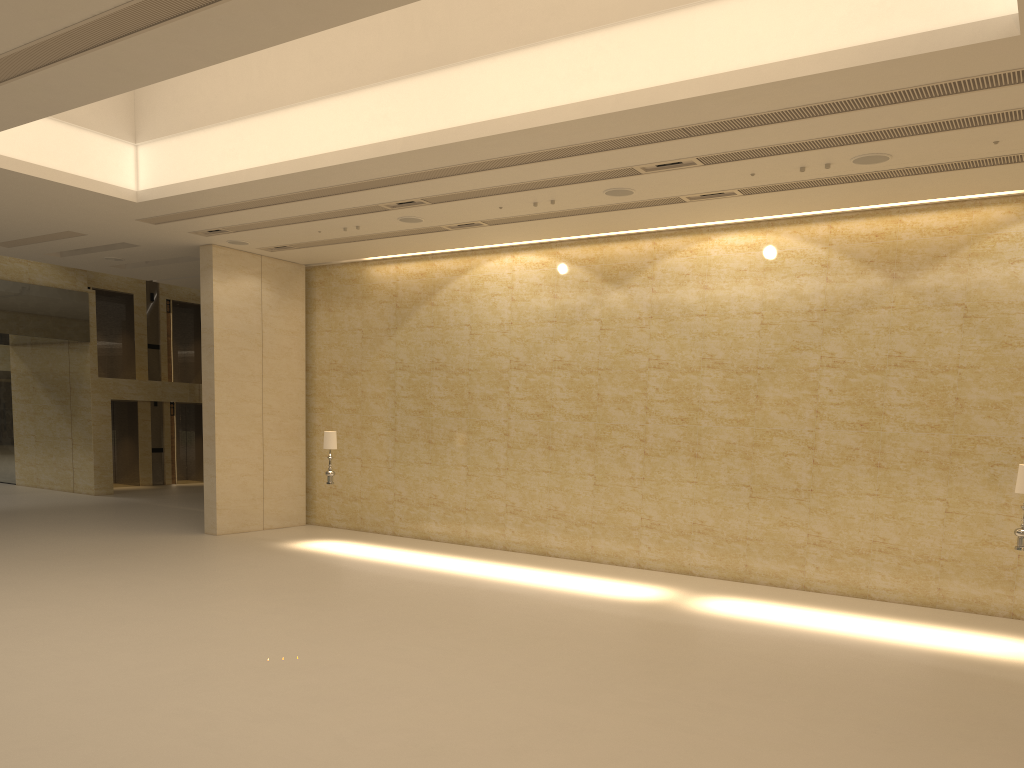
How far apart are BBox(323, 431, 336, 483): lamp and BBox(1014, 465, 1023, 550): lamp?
11.3 meters

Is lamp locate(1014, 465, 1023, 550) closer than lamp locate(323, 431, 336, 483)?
Yes

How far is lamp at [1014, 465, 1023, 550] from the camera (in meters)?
10.82

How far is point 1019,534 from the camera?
10.82m

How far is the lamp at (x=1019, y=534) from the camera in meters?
10.8

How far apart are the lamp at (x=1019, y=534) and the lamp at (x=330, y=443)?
11.3 meters

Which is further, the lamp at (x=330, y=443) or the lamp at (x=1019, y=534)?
the lamp at (x=330, y=443)

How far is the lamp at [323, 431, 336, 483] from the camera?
16.6 meters

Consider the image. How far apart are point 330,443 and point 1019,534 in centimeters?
1136cm

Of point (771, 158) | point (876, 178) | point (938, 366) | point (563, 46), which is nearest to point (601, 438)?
point (938, 366)
